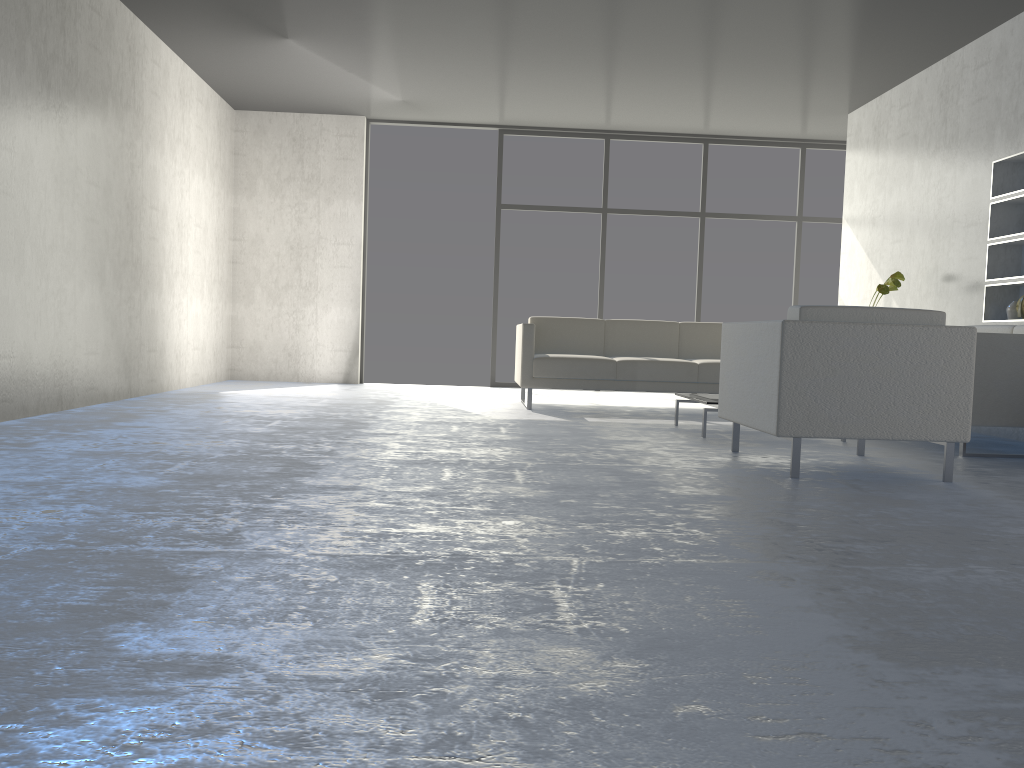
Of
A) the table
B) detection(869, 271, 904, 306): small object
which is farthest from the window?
the table

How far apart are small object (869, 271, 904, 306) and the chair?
2.25m

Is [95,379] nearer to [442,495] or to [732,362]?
[442,495]

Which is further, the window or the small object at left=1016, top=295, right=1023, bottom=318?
the window

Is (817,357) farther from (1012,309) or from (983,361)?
(1012,309)

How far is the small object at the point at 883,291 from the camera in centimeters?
600cm

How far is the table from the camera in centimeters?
468cm

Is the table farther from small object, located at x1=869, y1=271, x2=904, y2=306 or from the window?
the window

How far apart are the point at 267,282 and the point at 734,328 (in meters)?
5.53

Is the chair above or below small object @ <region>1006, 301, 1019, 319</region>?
below
